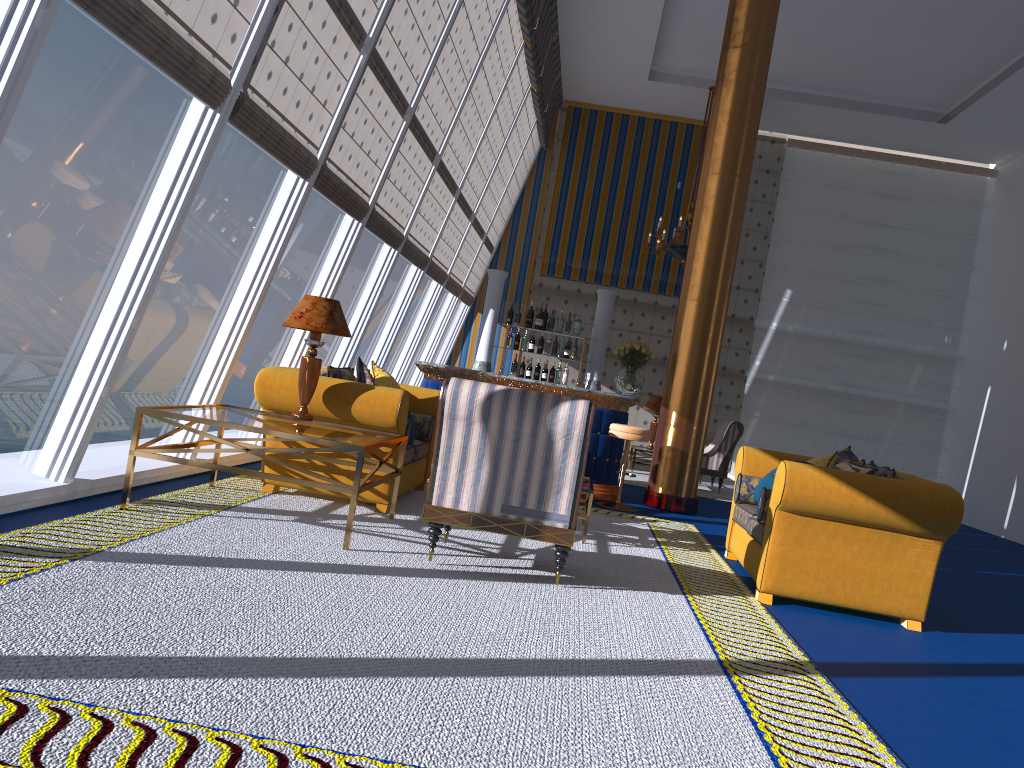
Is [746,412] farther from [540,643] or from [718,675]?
[540,643]

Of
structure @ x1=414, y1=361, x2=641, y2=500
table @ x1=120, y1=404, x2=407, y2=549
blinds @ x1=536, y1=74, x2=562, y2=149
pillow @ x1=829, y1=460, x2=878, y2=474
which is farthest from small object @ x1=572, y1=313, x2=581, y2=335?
blinds @ x1=536, y1=74, x2=562, y2=149

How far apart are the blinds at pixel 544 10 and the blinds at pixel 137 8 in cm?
652

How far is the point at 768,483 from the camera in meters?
5.7 m

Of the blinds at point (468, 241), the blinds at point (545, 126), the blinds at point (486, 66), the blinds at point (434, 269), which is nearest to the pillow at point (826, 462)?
the blinds at point (486, 66)

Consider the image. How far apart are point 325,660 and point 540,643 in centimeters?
93cm

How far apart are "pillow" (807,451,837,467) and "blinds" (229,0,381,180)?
4.0m

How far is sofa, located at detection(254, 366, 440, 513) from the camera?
5.7m

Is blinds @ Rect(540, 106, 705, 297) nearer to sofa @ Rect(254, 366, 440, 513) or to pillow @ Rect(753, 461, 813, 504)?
sofa @ Rect(254, 366, 440, 513)

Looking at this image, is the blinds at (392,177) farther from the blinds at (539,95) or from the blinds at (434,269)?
the blinds at (539,95)
